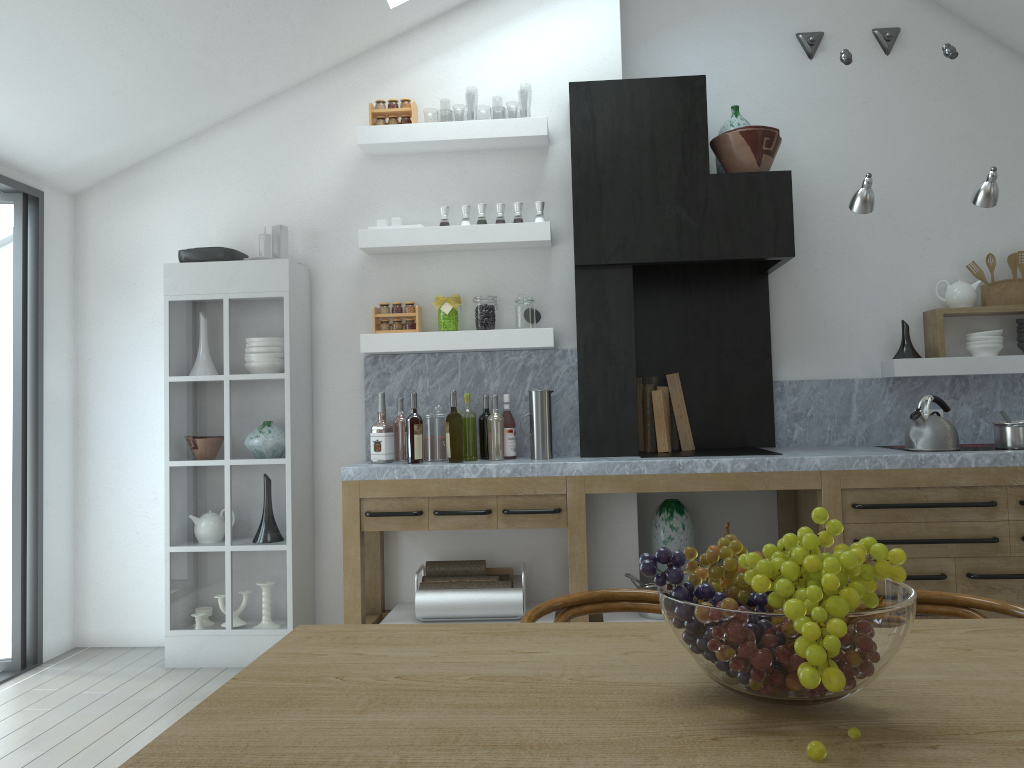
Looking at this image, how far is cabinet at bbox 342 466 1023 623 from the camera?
4.0m

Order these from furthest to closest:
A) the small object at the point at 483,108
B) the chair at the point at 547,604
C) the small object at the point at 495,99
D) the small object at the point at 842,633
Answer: the small object at the point at 495,99
the small object at the point at 483,108
the chair at the point at 547,604
the small object at the point at 842,633

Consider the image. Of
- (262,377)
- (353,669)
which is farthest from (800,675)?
(262,377)

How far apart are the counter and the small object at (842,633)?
2.67m

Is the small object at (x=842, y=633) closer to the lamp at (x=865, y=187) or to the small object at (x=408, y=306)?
the lamp at (x=865, y=187)

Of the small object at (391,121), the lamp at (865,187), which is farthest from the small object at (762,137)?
the small object at (391,121)

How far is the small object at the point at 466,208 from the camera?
4.6m

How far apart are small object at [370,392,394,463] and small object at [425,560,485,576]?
0.55m

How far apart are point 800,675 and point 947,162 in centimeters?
470cm

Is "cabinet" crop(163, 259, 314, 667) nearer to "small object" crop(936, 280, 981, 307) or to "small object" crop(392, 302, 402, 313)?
"small object" crop(392, 302, 402, 313)
